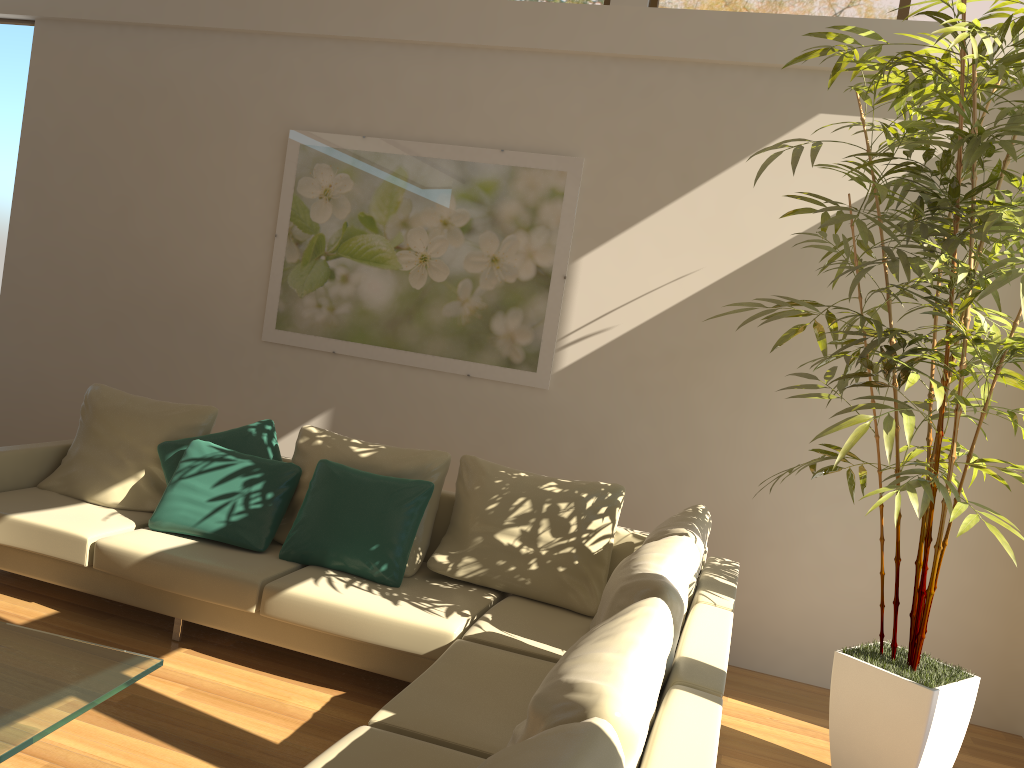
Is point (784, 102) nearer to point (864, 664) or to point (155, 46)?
point (864, 664)

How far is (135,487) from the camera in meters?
4.5 m

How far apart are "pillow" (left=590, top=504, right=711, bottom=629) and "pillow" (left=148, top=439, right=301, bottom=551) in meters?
1.8 m

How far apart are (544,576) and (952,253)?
2.09m

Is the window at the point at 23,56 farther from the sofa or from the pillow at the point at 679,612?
the pillow at the point at 679,612

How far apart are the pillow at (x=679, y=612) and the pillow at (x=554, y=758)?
0.9 meters

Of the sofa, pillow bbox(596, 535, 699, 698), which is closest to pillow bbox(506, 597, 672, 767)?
the sofa

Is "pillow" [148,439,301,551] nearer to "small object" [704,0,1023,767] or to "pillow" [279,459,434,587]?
"pillow" [279,459,434,587]

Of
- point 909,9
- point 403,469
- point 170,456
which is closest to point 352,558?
point 403,469

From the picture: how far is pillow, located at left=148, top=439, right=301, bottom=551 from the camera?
4.08m
